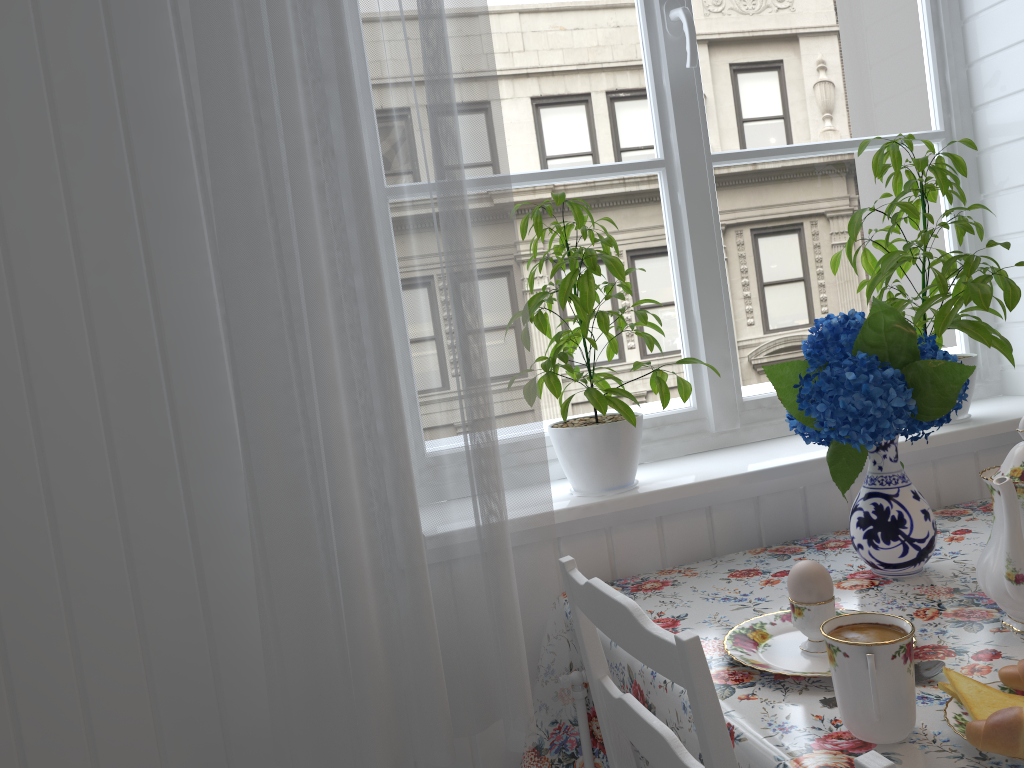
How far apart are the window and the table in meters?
0.3

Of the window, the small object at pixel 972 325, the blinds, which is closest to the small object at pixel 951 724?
the blinds

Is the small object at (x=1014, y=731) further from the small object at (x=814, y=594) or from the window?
the window

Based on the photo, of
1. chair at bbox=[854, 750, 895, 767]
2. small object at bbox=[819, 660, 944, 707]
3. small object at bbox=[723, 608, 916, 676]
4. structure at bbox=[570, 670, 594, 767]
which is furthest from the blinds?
chair at bbox=[854, 750, 895, 767]

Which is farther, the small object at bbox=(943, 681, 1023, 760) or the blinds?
the blinds

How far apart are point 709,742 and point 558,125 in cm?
116

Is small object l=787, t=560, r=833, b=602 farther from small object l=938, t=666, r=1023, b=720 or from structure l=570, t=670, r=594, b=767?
structure l=570, t=670, r=594, b=767

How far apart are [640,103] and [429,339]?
0.74m

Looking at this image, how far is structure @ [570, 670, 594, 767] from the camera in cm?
127

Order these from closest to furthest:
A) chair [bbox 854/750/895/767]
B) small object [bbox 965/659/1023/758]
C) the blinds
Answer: chair [bbox 854/750/895/767], small object [bbox 965/659/1023/758], the blinds
